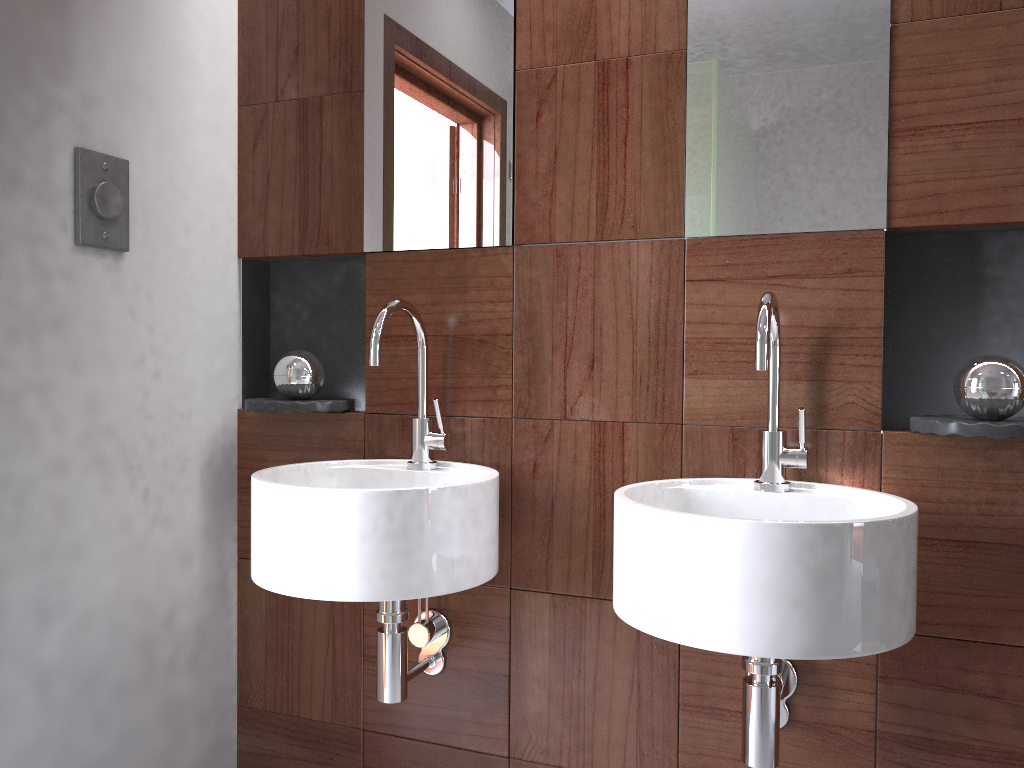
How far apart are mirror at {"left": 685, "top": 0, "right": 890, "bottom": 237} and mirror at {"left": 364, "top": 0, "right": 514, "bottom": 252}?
0.33m

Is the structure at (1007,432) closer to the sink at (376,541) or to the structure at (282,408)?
the sink at (376,541)

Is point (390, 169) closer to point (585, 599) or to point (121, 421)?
point (121, 421)

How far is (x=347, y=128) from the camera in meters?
1.8

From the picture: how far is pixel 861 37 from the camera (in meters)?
1.40

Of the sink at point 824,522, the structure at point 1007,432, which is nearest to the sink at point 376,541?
the sink at point 824,522

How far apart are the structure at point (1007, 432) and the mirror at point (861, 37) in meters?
0.3 m

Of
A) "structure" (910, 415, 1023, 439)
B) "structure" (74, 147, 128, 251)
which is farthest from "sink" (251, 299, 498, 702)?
"structure" (910, 415, 1023, 439)

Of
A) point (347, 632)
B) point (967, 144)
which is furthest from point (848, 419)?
point (347, 632)

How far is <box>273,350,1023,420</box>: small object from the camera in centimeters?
129cm
